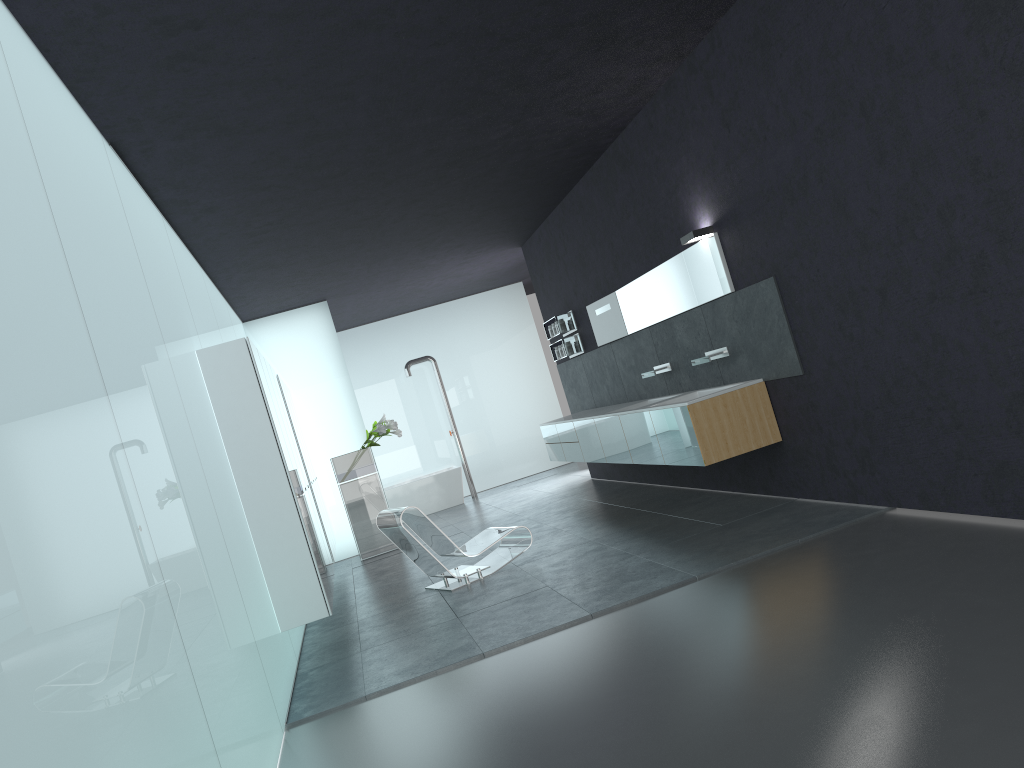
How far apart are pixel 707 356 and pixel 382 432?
5.6 meters

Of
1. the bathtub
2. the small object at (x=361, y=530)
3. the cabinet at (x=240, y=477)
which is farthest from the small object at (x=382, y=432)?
the bathtub

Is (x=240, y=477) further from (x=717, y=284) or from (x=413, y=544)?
(x=717, y=284)

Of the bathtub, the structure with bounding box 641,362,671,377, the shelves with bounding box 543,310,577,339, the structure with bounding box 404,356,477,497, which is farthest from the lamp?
the structure with bounding box 404,356,477,497

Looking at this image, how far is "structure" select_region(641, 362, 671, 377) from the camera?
9.4m

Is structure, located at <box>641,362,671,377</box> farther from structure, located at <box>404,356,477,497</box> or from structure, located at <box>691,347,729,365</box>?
structure, located at <box>404,356,477,497</box>

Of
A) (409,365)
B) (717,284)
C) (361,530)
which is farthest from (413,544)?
(409,365)

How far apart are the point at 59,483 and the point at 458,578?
5.8 meters

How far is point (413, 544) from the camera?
8.2 meters

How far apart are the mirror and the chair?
2.6m
